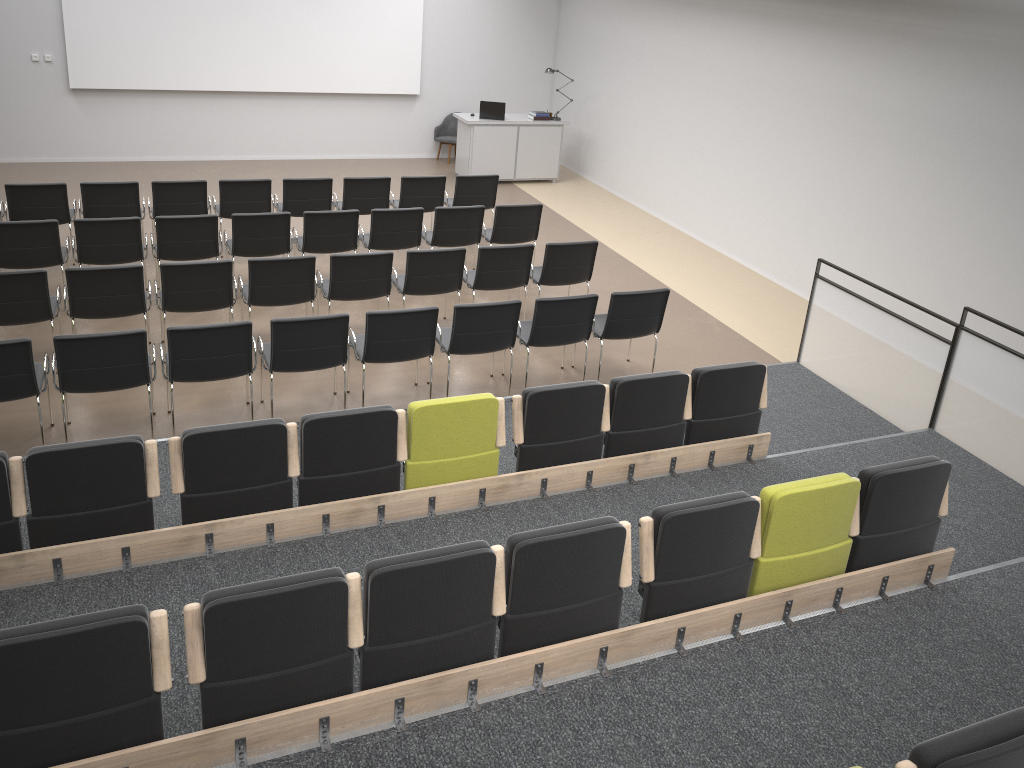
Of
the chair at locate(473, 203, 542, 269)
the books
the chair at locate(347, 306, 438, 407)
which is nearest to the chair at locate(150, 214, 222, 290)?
the chair at locate(347, 306, 438, 407)

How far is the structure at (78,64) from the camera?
12.3m

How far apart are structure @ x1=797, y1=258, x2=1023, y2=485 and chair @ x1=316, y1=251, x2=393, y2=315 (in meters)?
3.70

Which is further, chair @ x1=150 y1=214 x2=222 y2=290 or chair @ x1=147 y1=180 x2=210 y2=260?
chair @ x1=147 y1=180 x2=210 y2=260

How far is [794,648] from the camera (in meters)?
4.26

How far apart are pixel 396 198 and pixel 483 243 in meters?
2.2

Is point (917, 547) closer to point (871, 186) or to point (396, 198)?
point (871, 186)

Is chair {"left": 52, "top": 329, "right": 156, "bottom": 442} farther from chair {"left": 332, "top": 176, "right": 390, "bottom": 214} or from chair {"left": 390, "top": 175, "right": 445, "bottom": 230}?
chair {"left": 390, "top": 175, "right": 445, "bottom": 230}

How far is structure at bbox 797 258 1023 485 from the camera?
6.1m

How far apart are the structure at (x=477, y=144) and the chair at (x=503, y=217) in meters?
3.9 m
